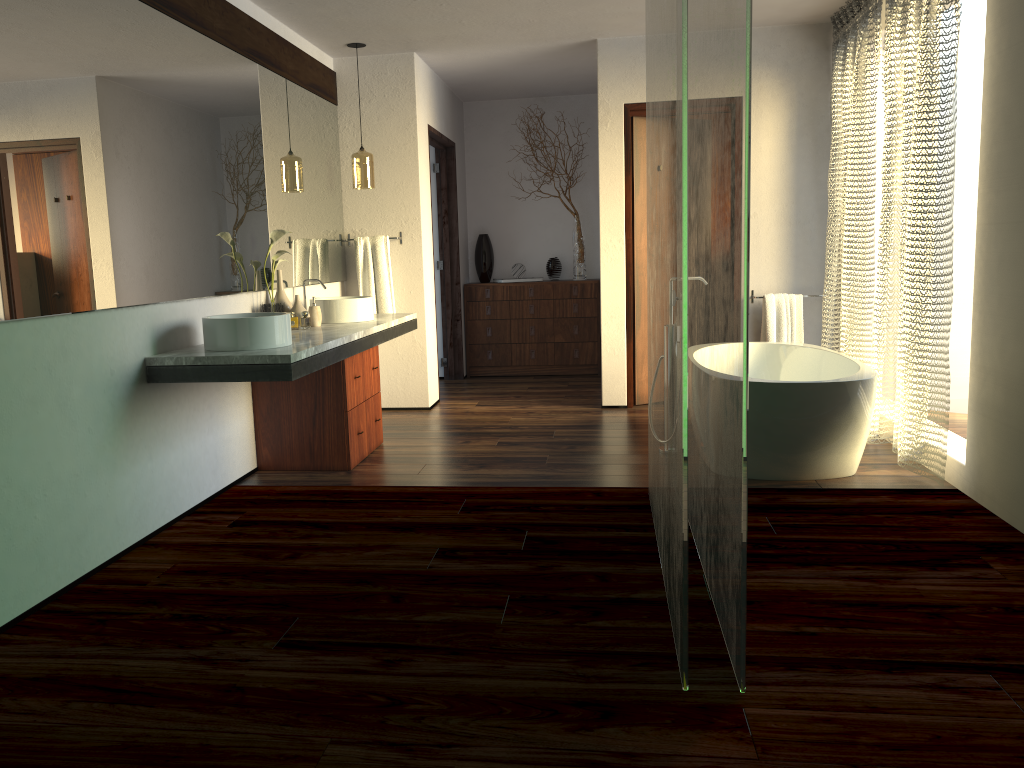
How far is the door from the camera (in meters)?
5.70

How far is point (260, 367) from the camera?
3.3m

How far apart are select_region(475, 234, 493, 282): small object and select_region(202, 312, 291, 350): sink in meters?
4.0

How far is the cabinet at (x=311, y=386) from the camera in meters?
4.3

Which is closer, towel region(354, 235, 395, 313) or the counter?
the counter

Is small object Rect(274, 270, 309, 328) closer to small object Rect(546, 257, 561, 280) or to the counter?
the counter

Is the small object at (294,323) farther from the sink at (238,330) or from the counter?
the sink at (238,330)

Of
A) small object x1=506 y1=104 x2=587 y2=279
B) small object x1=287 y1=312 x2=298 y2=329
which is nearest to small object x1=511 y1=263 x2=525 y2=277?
small object x1=506 y1=104 x2=587 y2=279

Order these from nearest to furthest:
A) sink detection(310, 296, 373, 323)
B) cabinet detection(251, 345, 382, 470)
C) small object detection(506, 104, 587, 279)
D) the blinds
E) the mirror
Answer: the mirror → the blinds → cabinet detection(251, 345, 382, 470) → sink detection(310, 296, 373, 323) → small object detection(506, 104, 587, 279)

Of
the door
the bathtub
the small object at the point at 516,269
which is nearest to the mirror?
the door
